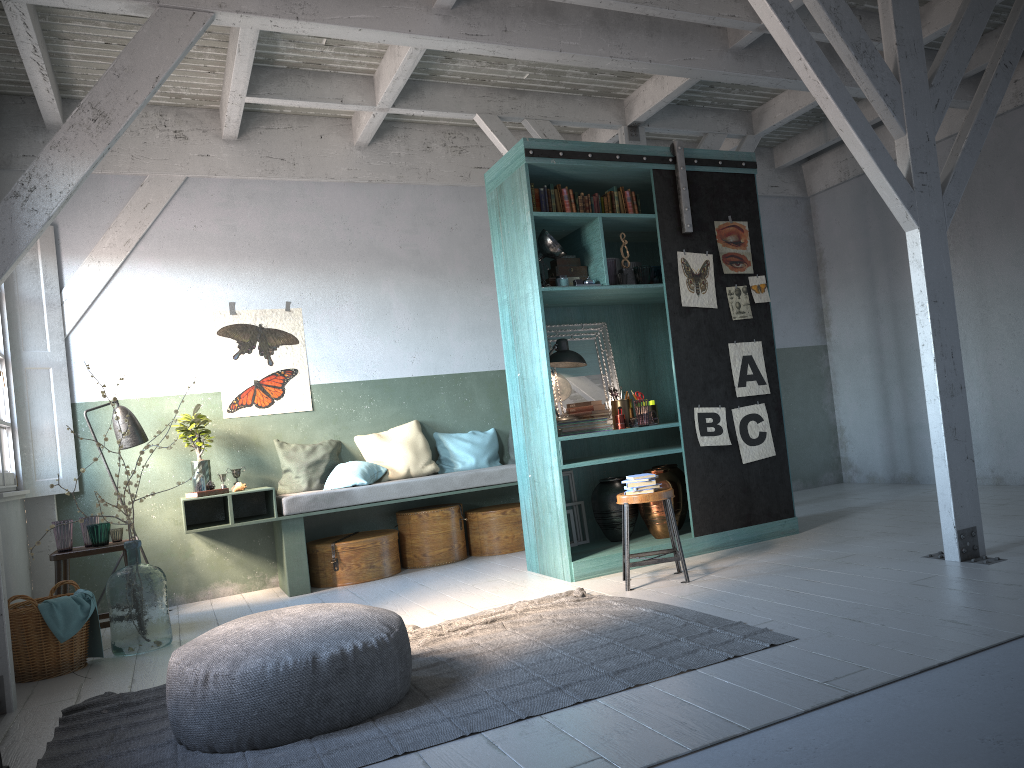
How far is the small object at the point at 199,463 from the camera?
8.0 meters

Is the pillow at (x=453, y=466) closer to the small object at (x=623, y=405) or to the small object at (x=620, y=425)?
the small object at (x=623, y=405)

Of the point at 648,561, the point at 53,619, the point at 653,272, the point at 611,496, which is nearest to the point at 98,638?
the point at 53,619

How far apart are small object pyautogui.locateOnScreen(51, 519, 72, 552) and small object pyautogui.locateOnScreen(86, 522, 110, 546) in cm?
15

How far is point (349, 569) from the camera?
7.94m

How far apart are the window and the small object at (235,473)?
1.7 meters

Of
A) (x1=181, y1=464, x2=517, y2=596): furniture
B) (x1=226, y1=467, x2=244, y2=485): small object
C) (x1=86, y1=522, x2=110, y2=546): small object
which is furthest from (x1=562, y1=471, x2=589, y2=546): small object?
(x1=86, y1=522, x2=110, y2=546): small object

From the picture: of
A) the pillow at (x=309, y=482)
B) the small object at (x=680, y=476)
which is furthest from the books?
the pillow at (x=309, y=482)

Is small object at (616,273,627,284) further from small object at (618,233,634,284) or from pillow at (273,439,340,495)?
pillow at (273,439,340,495)

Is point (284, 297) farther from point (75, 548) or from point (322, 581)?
point (75, 548)
